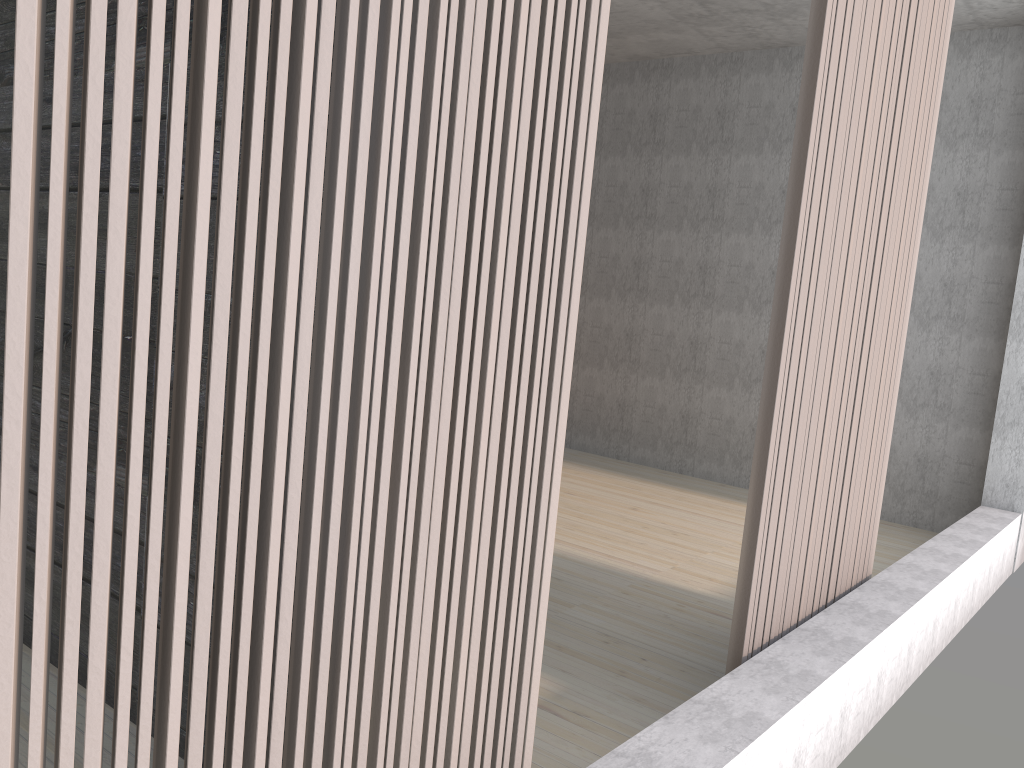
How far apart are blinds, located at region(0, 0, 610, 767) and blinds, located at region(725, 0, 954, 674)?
0.9m

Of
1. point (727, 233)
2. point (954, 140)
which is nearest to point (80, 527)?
point (954, 140)

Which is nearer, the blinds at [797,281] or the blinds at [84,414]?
the blinds at [84,414]

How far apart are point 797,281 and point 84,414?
1.81m

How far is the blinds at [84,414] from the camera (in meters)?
0.85

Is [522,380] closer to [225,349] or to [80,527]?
[225,349]

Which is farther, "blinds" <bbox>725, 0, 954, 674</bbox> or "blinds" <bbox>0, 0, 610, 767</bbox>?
"blinds" <bbox>725, 0, 954, 674</bbox>

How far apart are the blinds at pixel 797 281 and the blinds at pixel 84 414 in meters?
0.9

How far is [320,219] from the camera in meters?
1.0

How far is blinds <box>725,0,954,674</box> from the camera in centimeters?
223cm
